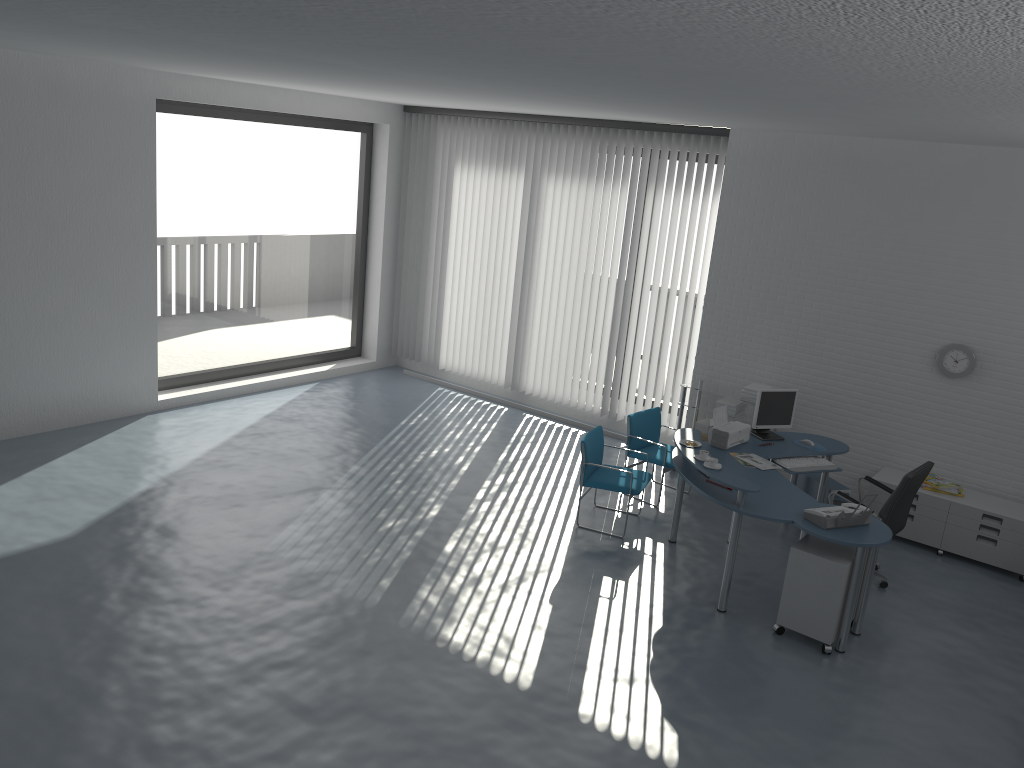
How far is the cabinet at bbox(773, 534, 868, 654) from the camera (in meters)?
5.40

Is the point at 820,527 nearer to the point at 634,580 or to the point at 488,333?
the point at 634,580

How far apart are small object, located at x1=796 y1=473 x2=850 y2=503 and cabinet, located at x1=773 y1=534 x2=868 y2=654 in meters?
1.6 m

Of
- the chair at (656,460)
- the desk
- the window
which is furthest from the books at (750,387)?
the window

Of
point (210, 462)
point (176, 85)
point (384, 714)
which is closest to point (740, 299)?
point (210, 462)

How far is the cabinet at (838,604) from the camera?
5.4 meters

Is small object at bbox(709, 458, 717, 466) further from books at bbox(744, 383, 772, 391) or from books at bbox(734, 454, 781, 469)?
books at bbox(744, 383, 772, 391)

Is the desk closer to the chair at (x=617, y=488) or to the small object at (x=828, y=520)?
the small object at (x=828, y=520)

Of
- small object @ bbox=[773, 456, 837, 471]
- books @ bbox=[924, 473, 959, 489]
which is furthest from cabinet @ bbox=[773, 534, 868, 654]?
books @ bbox=[924, 473, 959, 489]

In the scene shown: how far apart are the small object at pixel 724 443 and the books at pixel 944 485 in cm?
161
